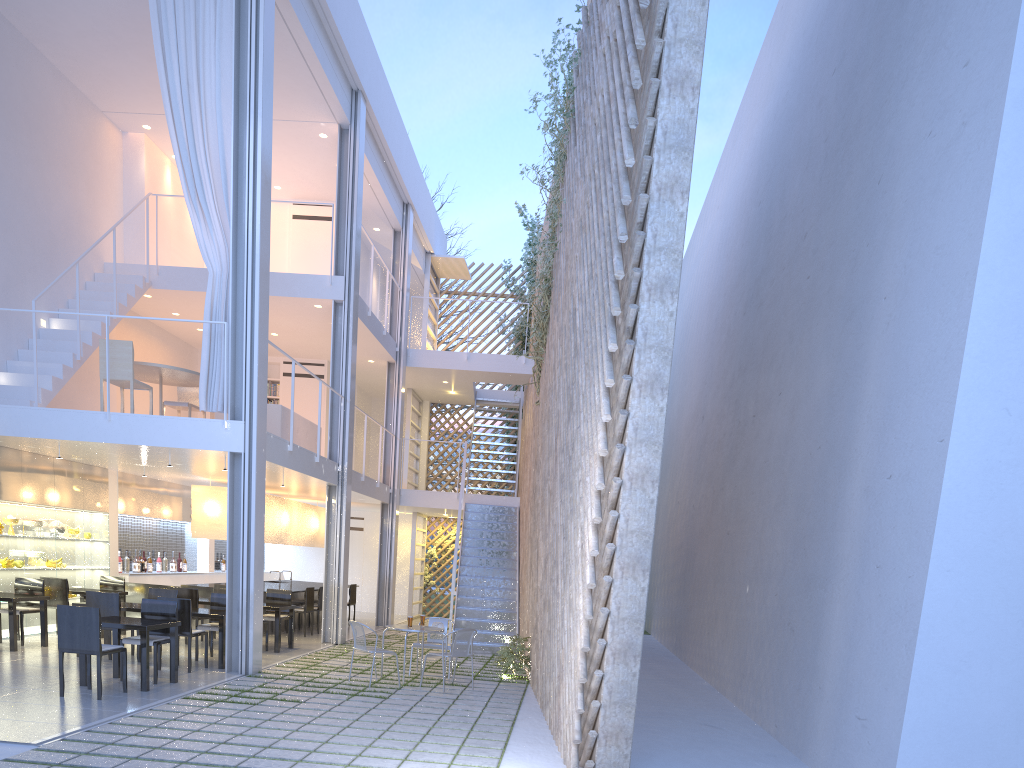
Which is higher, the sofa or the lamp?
the sofa

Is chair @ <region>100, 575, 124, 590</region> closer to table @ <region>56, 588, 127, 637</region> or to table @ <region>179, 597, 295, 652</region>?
table @ <region>56, 588, 127, 637</region>

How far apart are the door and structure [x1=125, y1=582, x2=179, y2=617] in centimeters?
376cm

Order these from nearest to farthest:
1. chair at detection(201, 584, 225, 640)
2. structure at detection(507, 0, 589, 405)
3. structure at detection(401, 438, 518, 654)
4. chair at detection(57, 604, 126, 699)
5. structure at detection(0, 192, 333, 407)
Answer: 1. chair at detection(57, 604, 126, 699)
2. structure at detection(0, 192, 333, 407)
3. structure at detection(507, 0, 589, 405)
4. chair at detection(201, 584, 225, 640)
5. structure at detection(401, 438, 518, 654)

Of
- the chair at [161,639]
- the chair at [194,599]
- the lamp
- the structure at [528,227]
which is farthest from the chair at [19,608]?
the structure at [528,227]

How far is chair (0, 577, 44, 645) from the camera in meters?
5.2 m

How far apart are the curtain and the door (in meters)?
5.55

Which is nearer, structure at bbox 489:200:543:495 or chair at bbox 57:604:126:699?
chair at bbox 57:604:126:699

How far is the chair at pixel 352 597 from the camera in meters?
8.1

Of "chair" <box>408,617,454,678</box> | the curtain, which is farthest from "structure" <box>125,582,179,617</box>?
"chair" <box>408,617,454,678</box>
